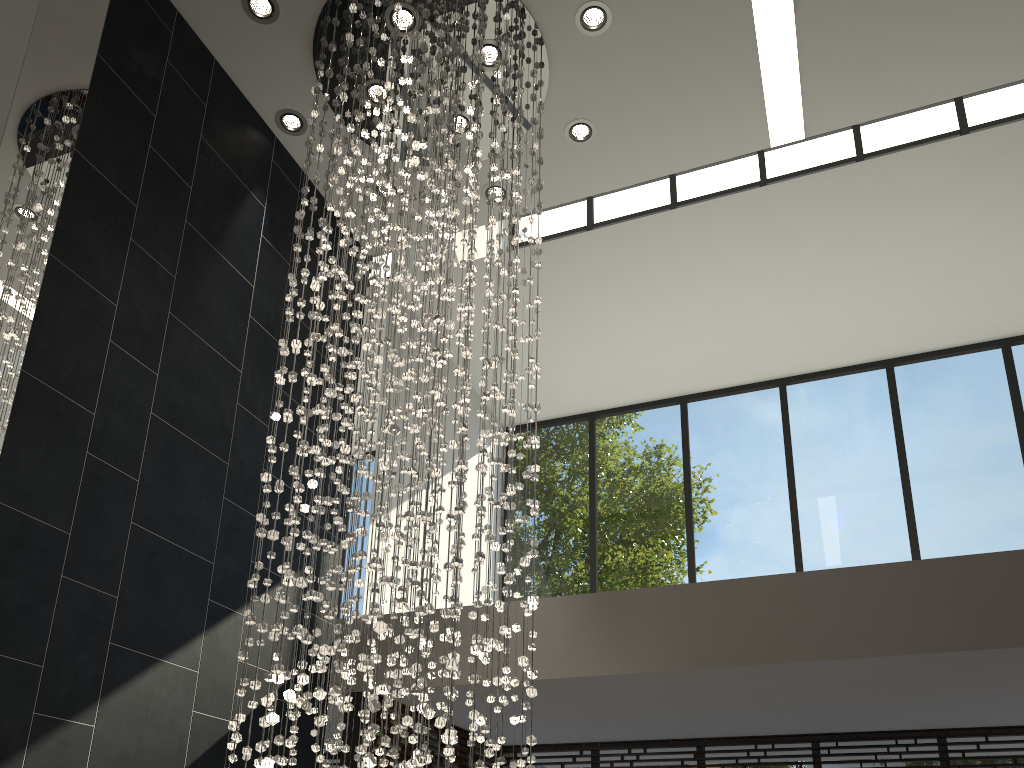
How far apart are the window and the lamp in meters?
1.2

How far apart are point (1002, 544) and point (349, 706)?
5.3m

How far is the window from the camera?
6.4m

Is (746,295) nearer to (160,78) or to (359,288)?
(359,288)

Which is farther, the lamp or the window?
the window

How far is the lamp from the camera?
3.38m

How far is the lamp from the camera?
3.4m

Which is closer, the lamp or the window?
the lamp

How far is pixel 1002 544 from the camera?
6.44m

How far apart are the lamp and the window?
1.2m
